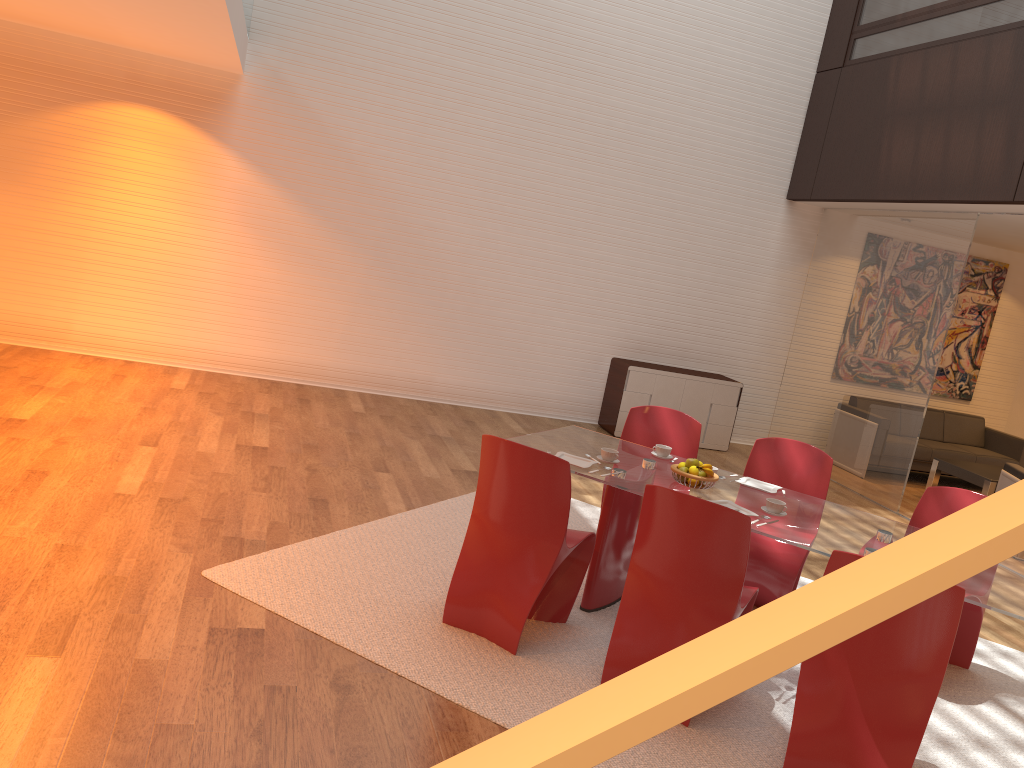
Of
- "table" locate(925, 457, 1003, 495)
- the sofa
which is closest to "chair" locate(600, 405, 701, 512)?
"table" locate(925, 457, 1003, 495)

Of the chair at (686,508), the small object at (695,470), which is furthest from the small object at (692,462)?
the chair at (686,508)

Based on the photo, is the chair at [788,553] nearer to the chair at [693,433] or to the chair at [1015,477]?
the chair at [693,433]

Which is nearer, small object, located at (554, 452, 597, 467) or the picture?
small object, located at (554, 452, 597, 467)

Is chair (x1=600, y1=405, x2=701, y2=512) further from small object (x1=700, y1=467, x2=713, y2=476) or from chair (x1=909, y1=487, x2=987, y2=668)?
chair (x1=909, y1=487, x2=987, y2=668)

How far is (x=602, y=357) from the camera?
9.3m

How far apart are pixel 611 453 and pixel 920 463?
6.3 meters

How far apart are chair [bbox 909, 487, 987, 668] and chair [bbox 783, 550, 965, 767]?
1.6m

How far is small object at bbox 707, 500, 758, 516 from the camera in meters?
4.0

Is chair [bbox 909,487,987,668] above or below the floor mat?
above
